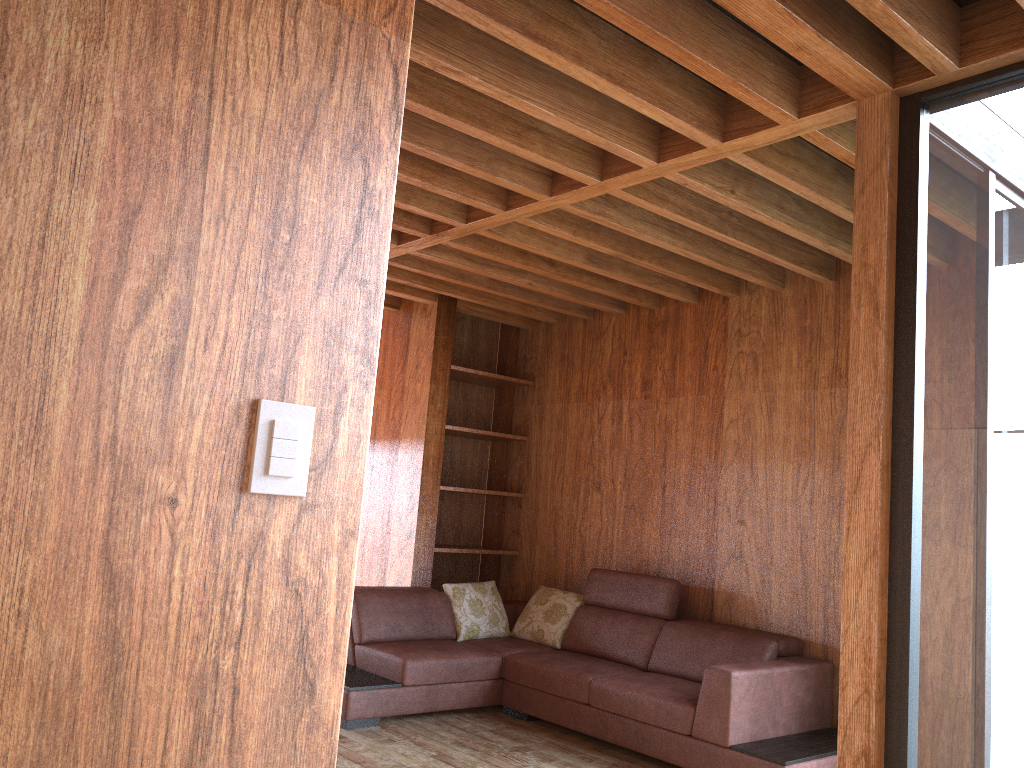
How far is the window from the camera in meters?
2.1

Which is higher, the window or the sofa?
the window

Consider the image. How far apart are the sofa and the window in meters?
1.2 m

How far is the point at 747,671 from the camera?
3.6 meters

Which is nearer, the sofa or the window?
the window

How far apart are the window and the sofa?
1.24m

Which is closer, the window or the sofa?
the window

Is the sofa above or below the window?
below

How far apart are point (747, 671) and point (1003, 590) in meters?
1.7 m

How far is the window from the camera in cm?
213
